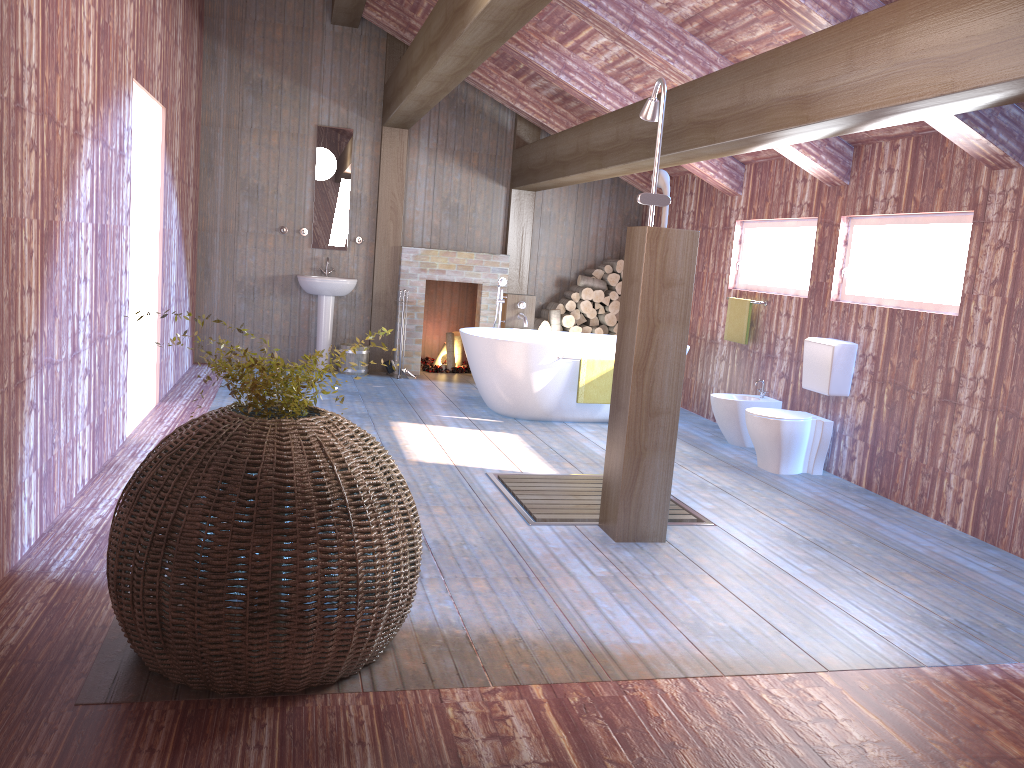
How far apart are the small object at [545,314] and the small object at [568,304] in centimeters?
23cm

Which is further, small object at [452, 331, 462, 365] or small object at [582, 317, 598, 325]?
small object at [452, 331, 462, 365]

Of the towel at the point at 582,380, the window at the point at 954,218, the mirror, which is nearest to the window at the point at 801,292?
the window at the point at 954,218

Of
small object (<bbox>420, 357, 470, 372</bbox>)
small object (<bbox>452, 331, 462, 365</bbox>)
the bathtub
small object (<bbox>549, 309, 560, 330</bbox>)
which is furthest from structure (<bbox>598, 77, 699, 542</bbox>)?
small object (<bbox>452, 331, 462, 365</bbox>)

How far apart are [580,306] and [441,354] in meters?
1.7

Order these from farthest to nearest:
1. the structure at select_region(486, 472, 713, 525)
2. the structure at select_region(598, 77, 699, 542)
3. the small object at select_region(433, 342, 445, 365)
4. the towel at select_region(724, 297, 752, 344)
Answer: the small object at select_region(433, 342, 445, 365) → the towel at select_region(724, 297, 752, 344) → the structure at select_region(486, 472, 713, 525) → the structure at select_region(598, 77, 699, 542)

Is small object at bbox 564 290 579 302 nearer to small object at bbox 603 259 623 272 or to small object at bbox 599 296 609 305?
small object at bbox 599 296 609 305

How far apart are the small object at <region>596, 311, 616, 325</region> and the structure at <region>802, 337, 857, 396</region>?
3.31m

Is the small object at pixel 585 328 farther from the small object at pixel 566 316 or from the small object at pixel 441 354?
the small object at pixel 441 354

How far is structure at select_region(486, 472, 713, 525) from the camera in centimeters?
452cm
